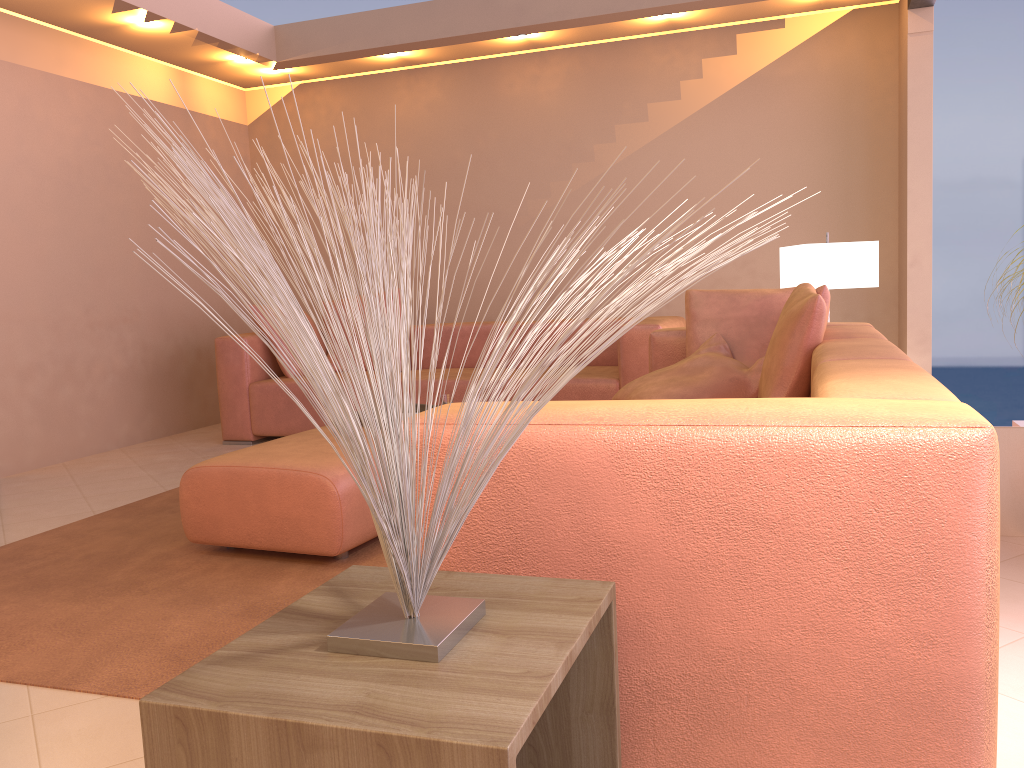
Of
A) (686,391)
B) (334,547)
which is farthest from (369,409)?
(686,391)

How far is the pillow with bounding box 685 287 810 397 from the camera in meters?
3.5

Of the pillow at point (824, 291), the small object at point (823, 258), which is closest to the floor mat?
the pillow at point (824, 291)

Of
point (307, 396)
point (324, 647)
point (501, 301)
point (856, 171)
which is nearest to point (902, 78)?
point (856, 171)

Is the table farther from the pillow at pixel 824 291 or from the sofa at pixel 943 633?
the pillow at pixel 824 291

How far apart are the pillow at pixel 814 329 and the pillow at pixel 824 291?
0.1 meters

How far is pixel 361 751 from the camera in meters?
0.9 m

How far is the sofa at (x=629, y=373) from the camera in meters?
4.6

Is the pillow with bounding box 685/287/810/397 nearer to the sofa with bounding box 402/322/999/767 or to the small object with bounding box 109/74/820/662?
the sofa with bounding box 402/322/999/767

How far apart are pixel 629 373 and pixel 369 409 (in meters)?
3.77
